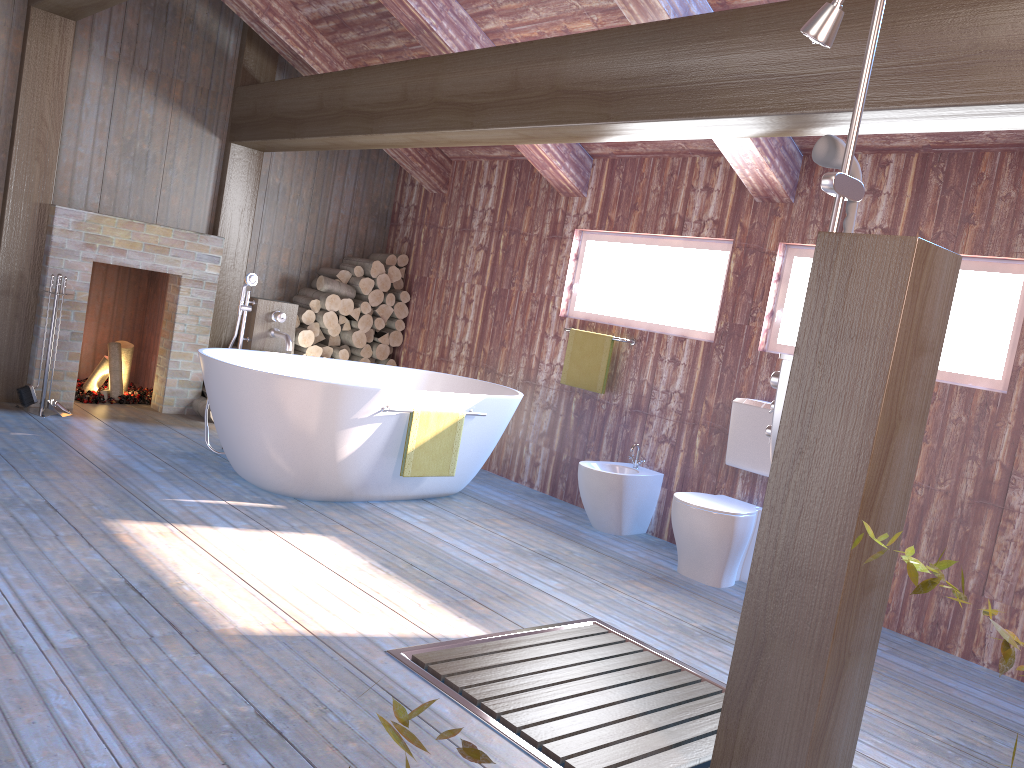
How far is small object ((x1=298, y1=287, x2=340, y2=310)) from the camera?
6.7 meters

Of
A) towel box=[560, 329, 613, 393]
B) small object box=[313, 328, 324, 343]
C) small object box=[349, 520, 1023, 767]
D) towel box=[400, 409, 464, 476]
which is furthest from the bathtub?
small object box=[349, 520, 1023, 767]

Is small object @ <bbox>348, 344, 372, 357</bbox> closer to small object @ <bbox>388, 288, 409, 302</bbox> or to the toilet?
small object @ <bbox>388, 288, 409, 302</bbox>

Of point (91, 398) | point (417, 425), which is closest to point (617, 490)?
point (417, 425)

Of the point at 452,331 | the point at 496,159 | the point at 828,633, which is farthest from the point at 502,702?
the point at 496,159

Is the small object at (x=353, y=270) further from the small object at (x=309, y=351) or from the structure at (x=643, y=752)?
the structure at (x=643, y=752)

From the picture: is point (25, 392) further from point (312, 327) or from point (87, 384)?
point (312, 327)

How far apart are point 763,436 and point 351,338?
3.5 meters

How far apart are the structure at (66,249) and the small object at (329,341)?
0.9m

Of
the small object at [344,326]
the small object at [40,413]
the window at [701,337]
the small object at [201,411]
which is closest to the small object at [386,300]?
the small object at [344,326]
